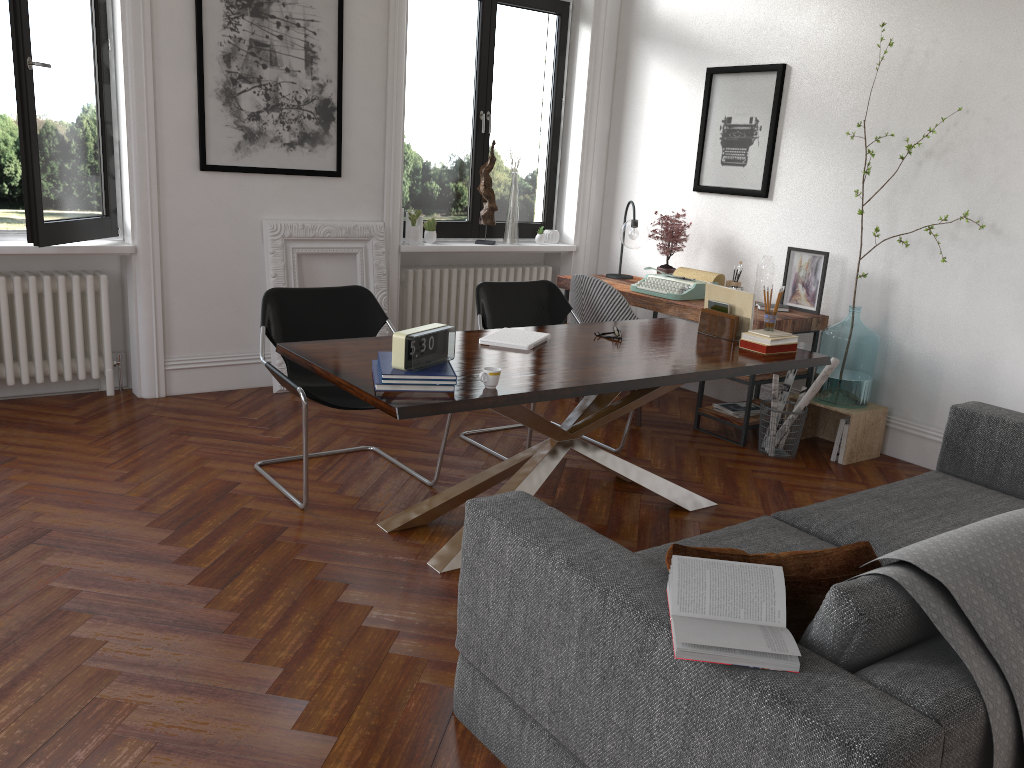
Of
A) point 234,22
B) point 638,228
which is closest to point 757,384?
point 638,228

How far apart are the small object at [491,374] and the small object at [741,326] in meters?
1.6 m

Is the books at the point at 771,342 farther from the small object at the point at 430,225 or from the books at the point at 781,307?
the small object at the point at 430,225

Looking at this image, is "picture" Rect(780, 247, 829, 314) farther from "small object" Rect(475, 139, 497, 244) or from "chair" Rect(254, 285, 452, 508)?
"chair" Rect(254, 285, 452, 508)

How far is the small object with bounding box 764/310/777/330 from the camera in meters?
4.1

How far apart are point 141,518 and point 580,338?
2.0 meters

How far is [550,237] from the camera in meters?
6.9 m

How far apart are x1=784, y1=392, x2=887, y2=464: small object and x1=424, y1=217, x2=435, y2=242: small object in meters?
2.7

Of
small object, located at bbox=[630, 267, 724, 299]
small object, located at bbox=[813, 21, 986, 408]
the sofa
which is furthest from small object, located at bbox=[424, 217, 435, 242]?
the sofa

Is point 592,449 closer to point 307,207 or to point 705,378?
point 705,378
